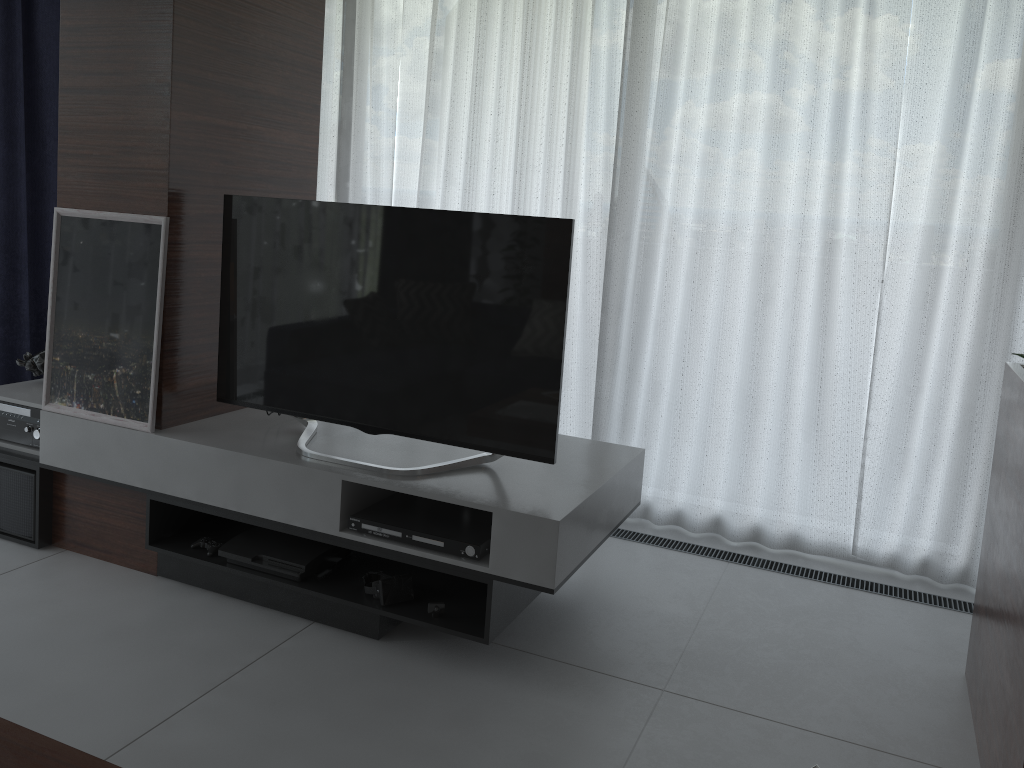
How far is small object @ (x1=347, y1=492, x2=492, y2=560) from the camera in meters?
2.5

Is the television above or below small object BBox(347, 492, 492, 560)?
above

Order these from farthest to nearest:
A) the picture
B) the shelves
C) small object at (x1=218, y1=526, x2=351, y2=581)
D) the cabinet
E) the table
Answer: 1. the picture
2. small object at (x1=218, y1=526, x2=351, y2=581)
3. the shelves
4. the cabinet
5. the table

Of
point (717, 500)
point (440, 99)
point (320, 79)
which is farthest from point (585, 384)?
point (320, 79)

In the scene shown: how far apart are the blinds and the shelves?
0.7 meters

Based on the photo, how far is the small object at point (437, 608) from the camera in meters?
2.6

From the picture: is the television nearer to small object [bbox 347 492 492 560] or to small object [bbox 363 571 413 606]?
small object [bbox 347 492 492 560]

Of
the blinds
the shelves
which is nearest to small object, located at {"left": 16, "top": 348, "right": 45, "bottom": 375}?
the shelves

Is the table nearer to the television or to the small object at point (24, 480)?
the television

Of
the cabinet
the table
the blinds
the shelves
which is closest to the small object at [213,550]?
the shelves
